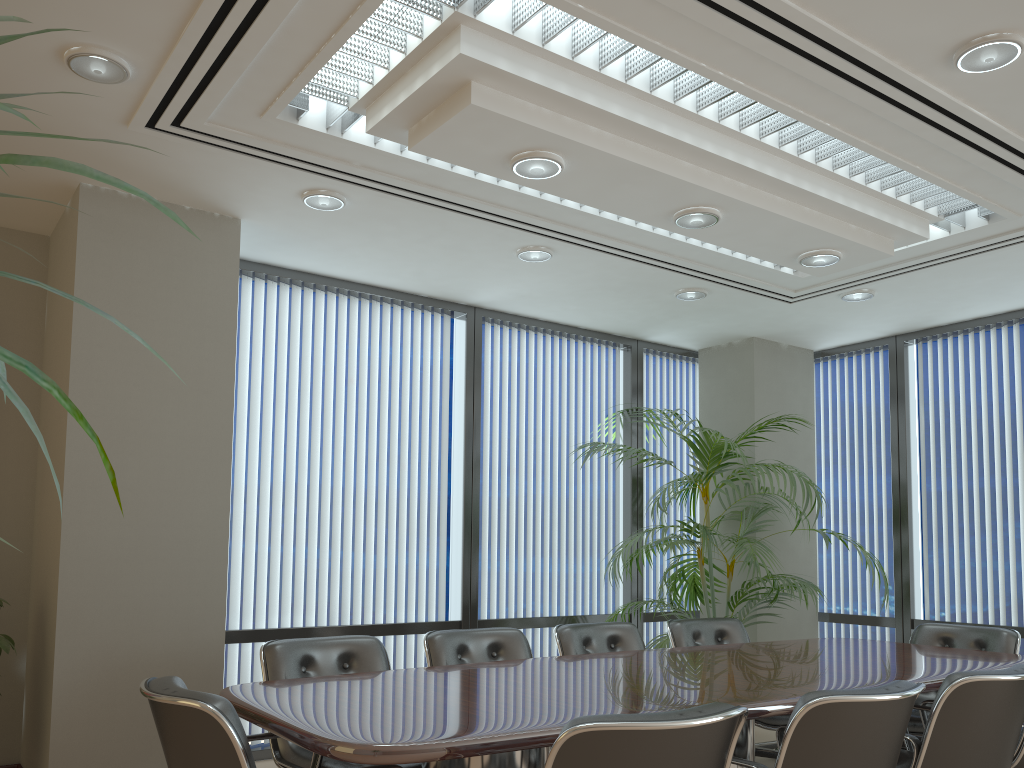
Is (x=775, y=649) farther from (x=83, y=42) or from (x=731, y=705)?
(x=83, y=42)

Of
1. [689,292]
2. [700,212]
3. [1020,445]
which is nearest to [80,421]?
[700,212]

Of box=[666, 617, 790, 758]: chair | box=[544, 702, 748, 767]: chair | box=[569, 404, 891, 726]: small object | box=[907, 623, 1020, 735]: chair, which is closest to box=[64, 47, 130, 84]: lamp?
box=[544, 702, 748, 767]: chair

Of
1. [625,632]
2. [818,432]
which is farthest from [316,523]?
[818,432]

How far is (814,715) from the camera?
2.6 meters

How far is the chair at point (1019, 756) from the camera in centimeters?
363cm

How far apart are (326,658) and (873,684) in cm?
234

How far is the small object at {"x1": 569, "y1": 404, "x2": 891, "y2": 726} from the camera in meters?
5.8 m

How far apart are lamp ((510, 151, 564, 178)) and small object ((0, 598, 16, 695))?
3.2m

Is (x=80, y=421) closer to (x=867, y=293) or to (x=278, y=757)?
(x=278, y=757)
